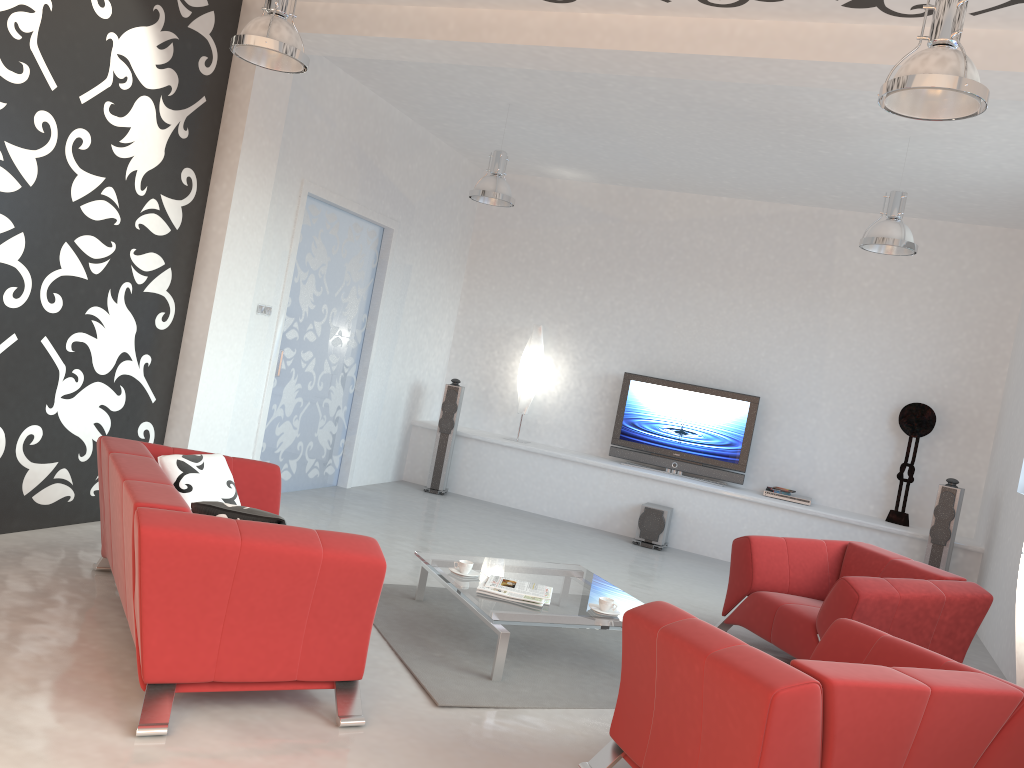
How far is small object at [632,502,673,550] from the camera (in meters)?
8.16

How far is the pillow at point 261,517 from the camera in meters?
3.4

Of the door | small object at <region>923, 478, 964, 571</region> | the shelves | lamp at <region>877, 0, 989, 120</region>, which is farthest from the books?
small object at <region>923, 478, 964, 571</region>

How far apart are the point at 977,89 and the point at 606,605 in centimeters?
281cm

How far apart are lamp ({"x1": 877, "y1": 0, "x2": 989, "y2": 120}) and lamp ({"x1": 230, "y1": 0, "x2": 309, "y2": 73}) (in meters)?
2.64

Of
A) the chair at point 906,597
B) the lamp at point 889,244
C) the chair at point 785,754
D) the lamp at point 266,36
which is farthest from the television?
the lamp at point 266,36

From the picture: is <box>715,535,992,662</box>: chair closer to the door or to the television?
the television

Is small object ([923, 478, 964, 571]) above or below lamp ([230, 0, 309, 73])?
below

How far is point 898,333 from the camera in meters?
8.4 m

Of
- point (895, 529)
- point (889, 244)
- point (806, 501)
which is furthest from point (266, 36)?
point (895, 529)
